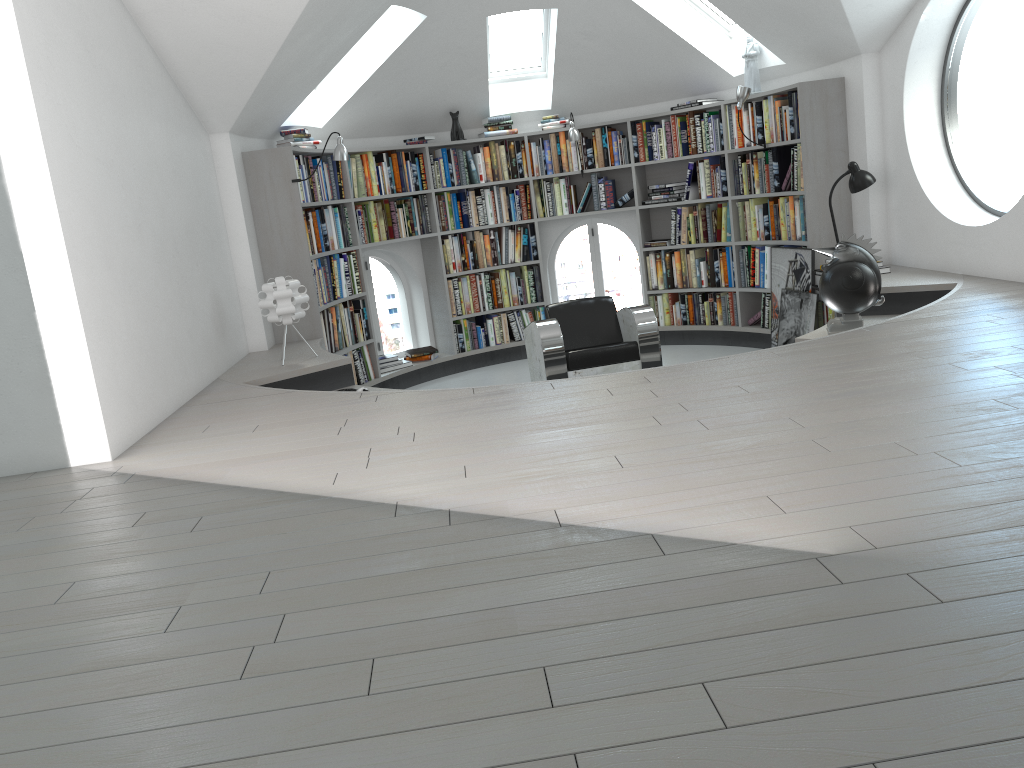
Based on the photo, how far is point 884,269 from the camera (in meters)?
5.94

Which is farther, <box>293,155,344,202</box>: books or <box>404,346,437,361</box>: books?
<box>404,346,437,361</box>: books

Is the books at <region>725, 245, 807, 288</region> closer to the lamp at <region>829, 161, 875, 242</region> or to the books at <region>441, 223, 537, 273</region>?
the lamp at <region>829, 161, 875, 242</region>

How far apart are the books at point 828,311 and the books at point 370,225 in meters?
2.5 m

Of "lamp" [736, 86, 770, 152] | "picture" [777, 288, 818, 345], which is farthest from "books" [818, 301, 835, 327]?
"lamp" [736, 86, 770, 152]

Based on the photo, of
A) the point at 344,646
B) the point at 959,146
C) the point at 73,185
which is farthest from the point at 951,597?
the point at 959,146

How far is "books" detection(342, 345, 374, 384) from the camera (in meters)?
7.16

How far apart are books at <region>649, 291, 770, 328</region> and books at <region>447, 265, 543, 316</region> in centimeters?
104cm

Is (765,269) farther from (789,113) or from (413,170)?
(413,170)

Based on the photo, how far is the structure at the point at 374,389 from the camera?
5.2 meters
